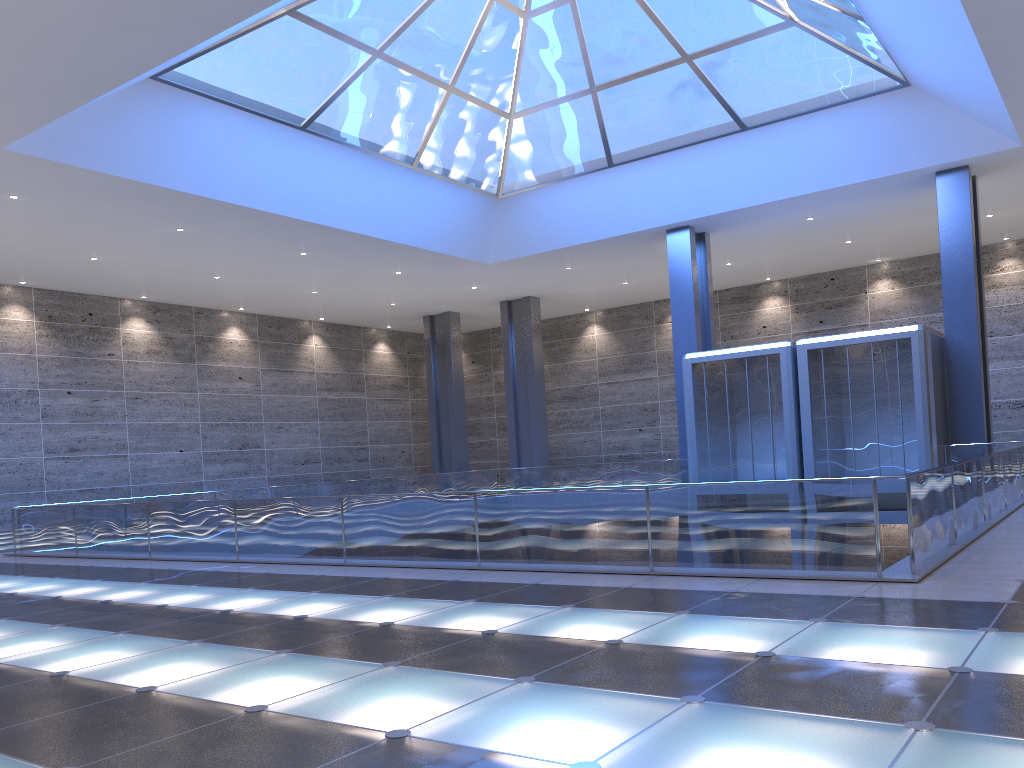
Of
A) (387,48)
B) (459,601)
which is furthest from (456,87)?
(459,601)

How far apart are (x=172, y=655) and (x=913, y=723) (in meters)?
5.69
